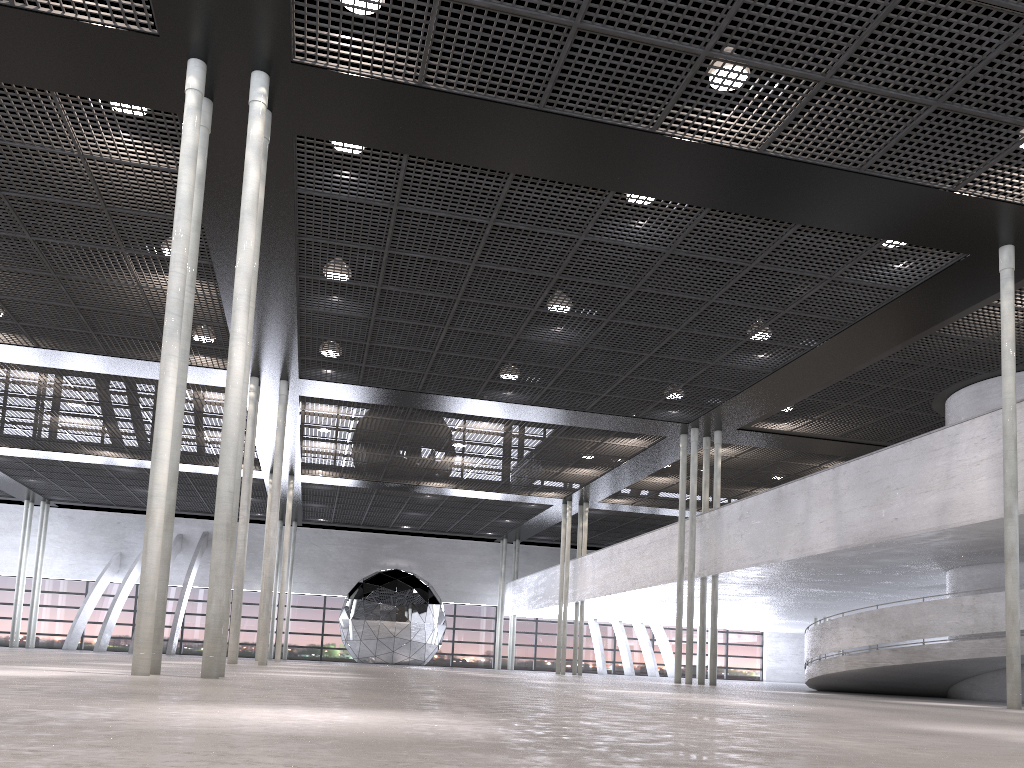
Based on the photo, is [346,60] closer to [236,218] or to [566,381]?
[236,218]

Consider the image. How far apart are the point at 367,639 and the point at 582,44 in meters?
33.0

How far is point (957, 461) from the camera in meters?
12.5
